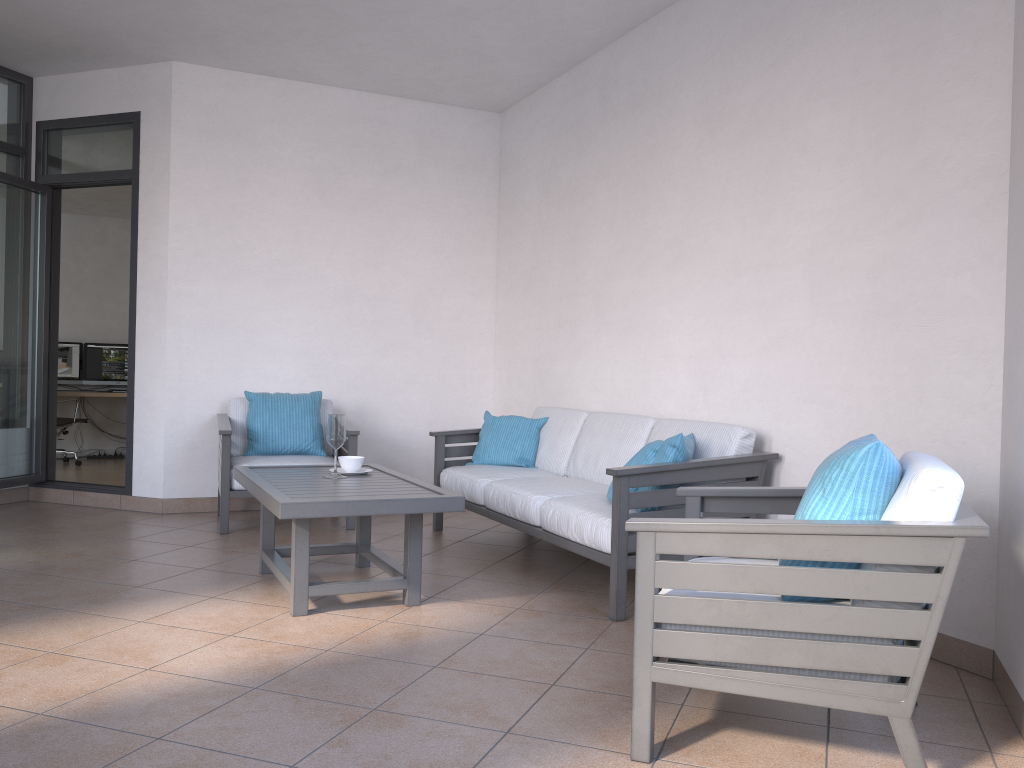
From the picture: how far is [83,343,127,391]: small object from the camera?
9.8 meters

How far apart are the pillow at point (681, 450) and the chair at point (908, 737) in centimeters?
73cm

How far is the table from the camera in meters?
Result: 3.3

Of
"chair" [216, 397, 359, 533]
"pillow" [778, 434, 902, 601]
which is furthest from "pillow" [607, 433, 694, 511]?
"chair" [216, 397, 359, 533]

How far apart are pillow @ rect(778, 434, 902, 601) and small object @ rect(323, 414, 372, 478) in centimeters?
225cm

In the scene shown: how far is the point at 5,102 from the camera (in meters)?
5.91

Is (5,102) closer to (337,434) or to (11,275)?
(11,275)

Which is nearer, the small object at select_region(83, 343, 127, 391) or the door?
the door

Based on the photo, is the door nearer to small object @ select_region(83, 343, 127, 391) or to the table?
the table

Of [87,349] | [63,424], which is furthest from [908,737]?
[87,349]
